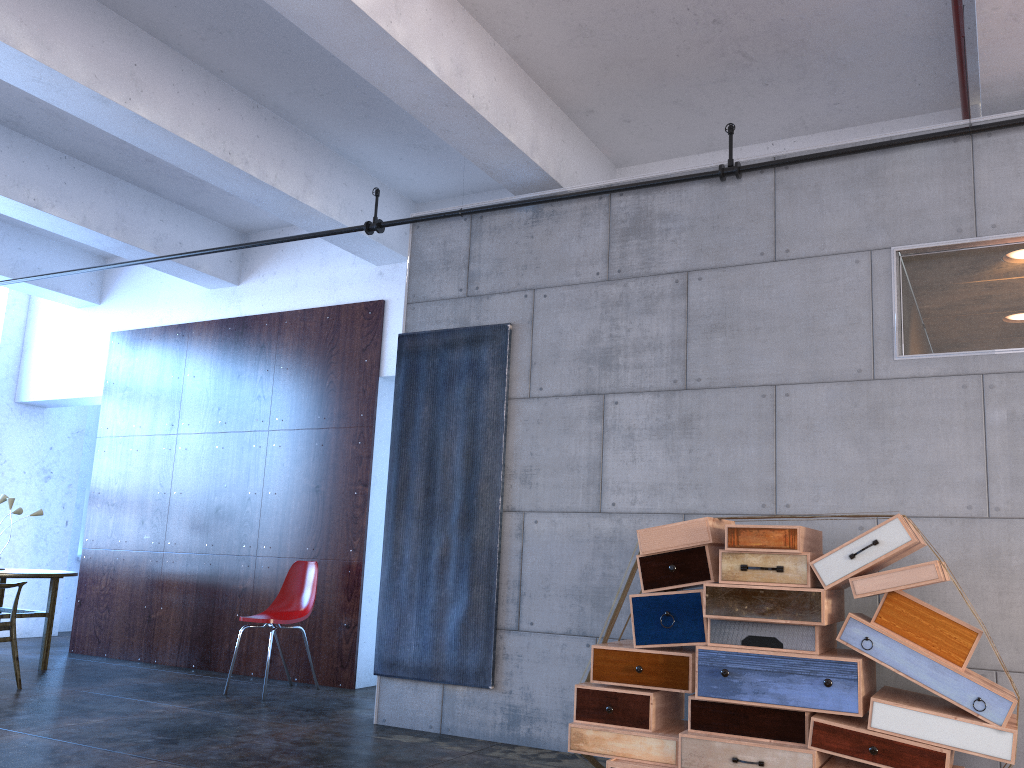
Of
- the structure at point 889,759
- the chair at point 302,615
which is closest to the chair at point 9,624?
the chair at point 302,615

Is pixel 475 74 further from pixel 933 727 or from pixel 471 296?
pixel 933 727

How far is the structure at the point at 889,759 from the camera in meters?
3.5 m

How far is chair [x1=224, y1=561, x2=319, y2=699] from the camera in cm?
669

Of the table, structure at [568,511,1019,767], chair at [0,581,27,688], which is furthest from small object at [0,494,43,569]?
structure at [568,511,1019,767]

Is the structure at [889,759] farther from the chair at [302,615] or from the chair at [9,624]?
the chair at [9,624]

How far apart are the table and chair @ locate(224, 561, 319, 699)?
1.9m

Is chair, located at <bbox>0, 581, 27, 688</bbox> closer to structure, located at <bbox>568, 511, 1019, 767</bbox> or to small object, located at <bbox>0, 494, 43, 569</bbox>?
small object, located at <bbox>0, 494, 43, 569</bbox>

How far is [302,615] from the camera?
6.7m

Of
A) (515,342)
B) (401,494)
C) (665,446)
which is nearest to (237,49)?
(515,342)
